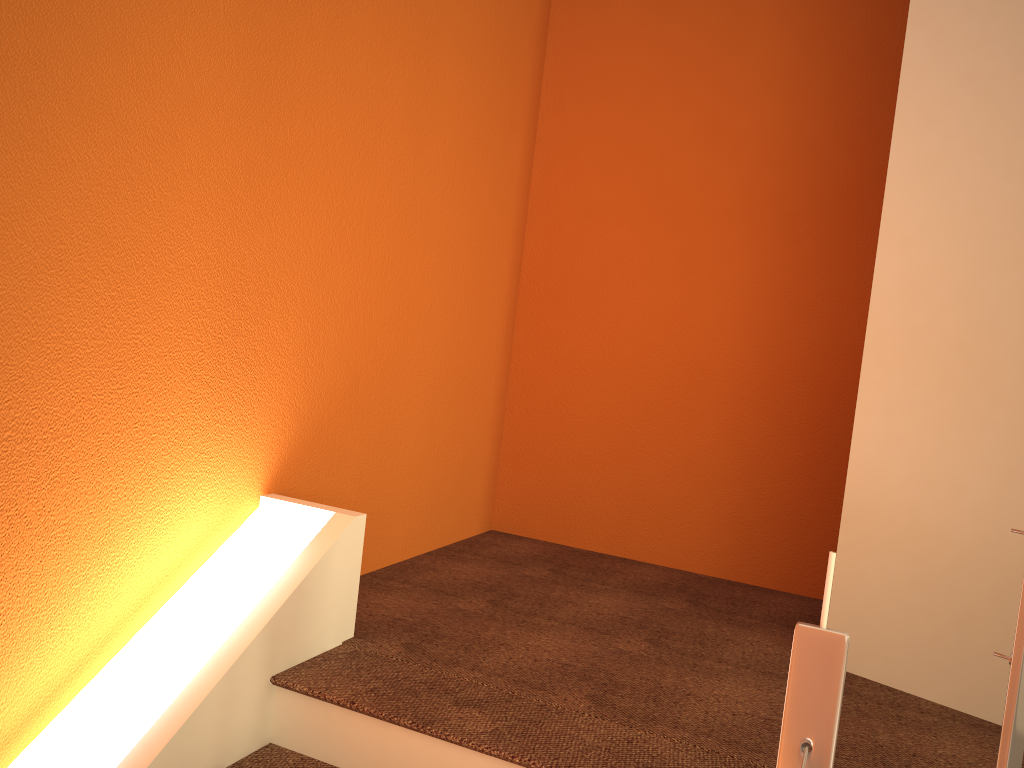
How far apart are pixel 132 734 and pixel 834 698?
1.4m

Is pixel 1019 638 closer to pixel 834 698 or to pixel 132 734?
pixel 834 698

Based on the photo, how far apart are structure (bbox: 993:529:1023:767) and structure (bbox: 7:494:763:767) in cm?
77

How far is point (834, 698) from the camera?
1.15m

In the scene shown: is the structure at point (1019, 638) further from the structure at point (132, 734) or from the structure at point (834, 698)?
the structure at point (132, 734)

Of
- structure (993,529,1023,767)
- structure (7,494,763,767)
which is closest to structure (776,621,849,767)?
structure (993,529,1023,767)

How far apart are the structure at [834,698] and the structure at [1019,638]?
0.19m

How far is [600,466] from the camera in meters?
3.5

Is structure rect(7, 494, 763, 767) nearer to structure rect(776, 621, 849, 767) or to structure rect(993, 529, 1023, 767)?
structure rect(776, 621, 849, 767)

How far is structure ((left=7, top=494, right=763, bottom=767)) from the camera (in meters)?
1.77
